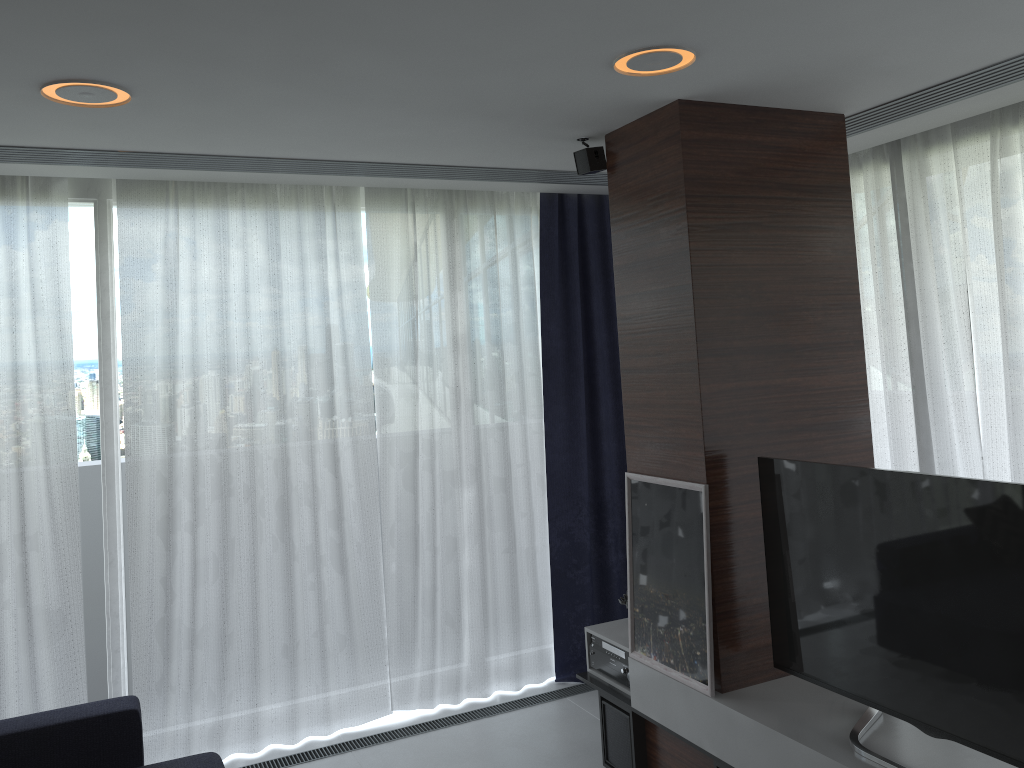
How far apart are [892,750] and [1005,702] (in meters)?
0.43

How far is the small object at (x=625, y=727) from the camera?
3.6m

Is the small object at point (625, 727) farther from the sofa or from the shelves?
the sofa

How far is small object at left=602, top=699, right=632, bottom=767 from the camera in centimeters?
356cm

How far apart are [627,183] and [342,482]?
2.0m

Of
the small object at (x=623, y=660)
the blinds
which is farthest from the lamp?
the small object at (x=623, y=660)

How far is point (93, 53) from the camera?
2.3 meters

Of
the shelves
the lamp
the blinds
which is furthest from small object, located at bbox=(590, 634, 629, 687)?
the lamp

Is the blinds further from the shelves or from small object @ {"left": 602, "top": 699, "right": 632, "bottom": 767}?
small object @ {"left": 602, "top": 699, "right": 632, "bottom": 767}

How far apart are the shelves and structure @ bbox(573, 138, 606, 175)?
1.93m
